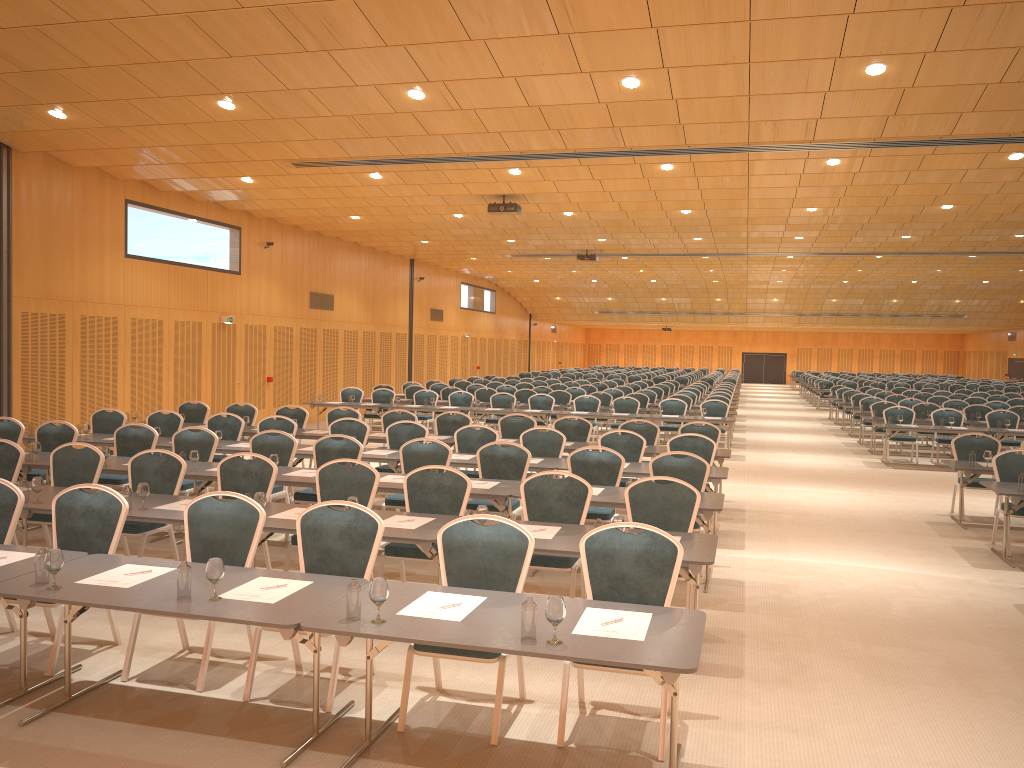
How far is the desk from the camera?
4.03m

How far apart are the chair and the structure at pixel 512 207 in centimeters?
378cm

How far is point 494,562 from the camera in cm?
530

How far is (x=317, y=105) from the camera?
11.0 meters

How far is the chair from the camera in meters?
5.3 m

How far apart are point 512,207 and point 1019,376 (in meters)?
38.38

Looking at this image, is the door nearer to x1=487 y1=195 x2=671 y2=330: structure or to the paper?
x1=487 y1=195 x2=671 y2=330: structure

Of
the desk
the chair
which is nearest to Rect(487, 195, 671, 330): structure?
the chair

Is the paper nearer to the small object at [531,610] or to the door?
the small object at [531,610]

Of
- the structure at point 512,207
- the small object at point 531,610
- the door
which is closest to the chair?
the small object at point 531,610
